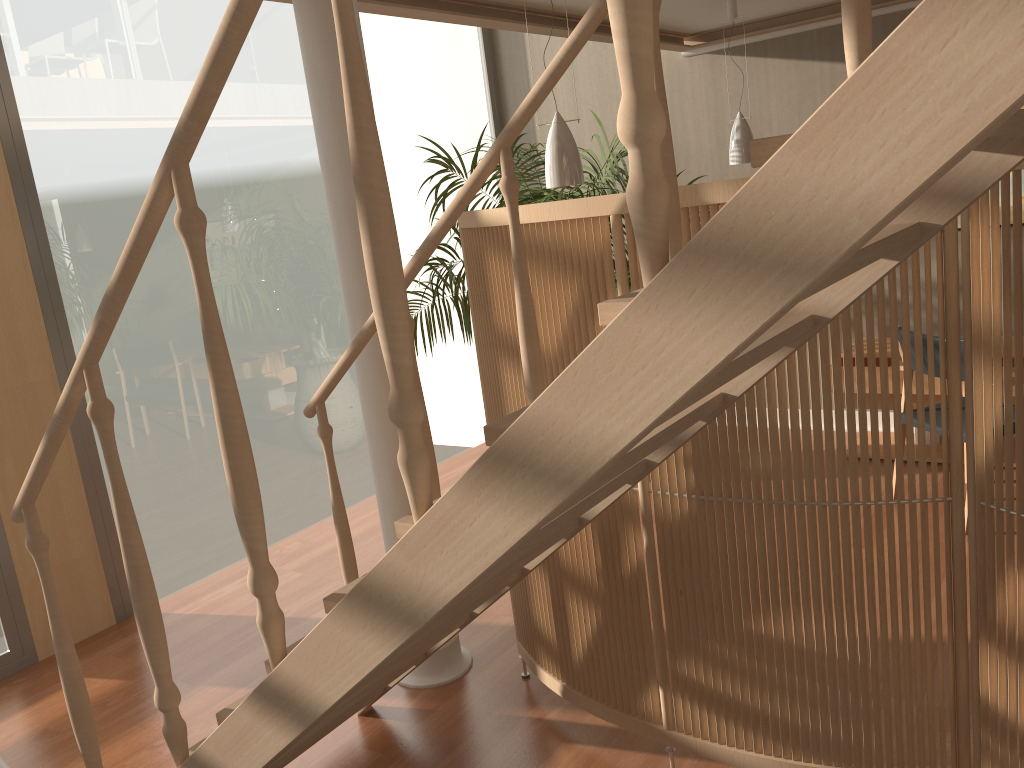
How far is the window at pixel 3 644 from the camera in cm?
367

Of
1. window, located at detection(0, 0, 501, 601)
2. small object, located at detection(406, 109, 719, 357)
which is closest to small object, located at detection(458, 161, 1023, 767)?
small object, located at detection(406, 109, 719, 357)

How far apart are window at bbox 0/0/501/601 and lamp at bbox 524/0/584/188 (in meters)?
2.09

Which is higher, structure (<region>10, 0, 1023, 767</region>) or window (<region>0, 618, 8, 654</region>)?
structure (<region>10, 0, 1023, 767</region>)

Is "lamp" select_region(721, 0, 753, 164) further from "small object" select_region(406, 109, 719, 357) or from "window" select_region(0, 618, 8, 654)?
"window" select_region(0, 618, 8, 654)

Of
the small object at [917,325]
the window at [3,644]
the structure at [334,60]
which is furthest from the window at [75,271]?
the small object at [917,325]

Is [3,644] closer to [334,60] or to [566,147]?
Result: [334,60]

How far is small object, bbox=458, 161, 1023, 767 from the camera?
2.0 meters

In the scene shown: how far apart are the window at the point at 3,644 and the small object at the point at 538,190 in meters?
2.5

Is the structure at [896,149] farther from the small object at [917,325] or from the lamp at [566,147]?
the lamp at [566,147]
